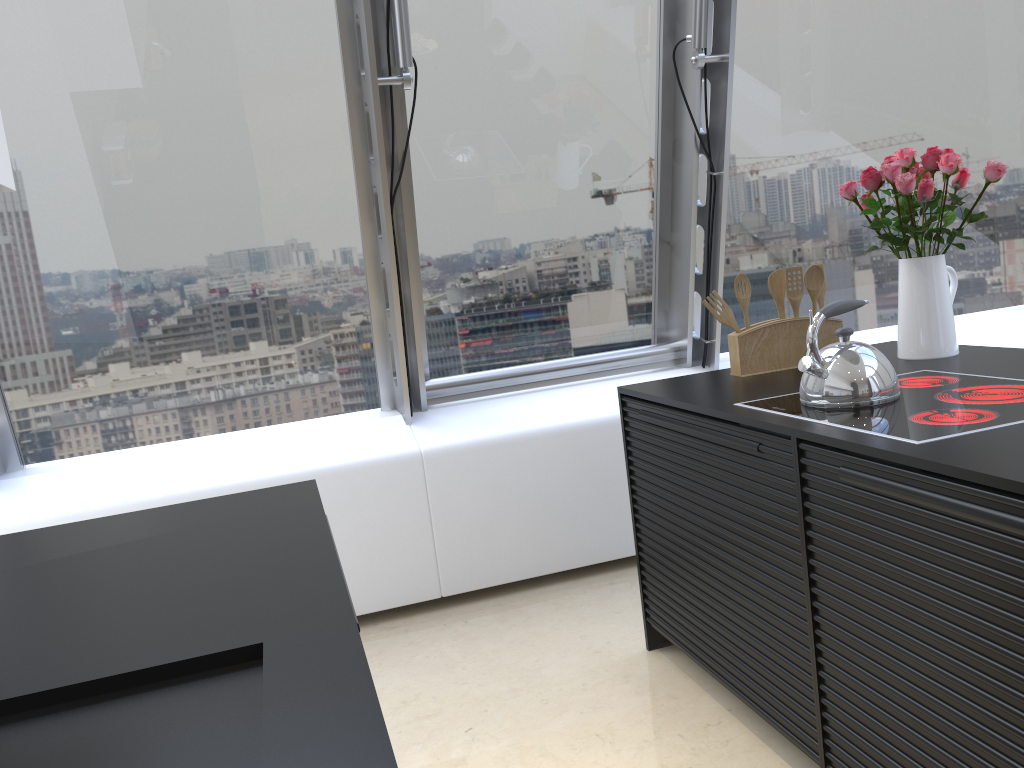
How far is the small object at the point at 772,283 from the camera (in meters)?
2.67

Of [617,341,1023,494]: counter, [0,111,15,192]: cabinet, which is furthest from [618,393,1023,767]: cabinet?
[0,111,15,192]: cabinet

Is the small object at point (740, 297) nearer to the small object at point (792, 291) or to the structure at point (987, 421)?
the small object at point (792, 291)

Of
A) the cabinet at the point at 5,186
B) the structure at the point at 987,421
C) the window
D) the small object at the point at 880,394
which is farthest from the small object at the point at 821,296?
the cabinet at the point at 5,186

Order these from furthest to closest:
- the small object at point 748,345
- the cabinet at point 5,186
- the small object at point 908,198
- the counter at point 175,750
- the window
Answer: the window
the small object at point 748,345
the small object at point 908,198
the cabinet at point 5,186
the counter at point 175,750

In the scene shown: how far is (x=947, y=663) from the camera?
1.49m

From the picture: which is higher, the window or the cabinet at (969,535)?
the window

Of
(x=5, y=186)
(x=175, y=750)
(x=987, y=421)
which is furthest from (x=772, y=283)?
(x=175, y=750)

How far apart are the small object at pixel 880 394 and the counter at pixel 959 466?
0.1m

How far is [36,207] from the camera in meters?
3.1 m
